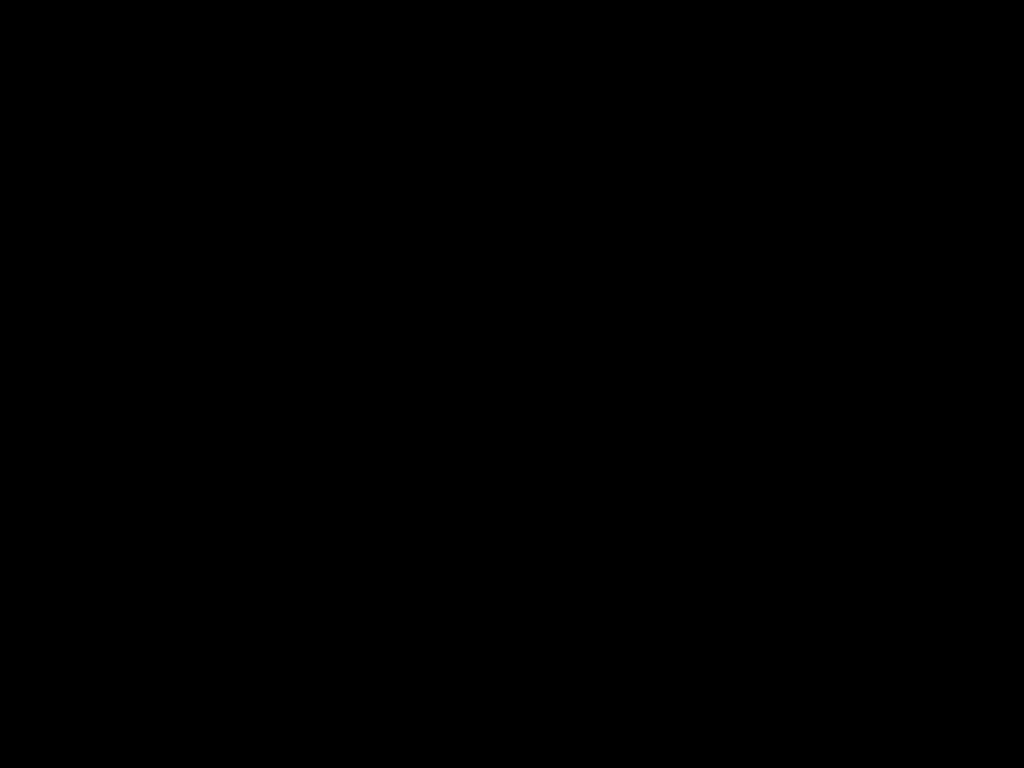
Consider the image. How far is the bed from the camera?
0.3 meters

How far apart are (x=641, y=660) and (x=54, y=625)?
0.55m

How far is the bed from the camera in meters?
0.3

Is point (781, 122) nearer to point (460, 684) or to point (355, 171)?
point (355, 171)

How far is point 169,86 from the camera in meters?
0.3 m

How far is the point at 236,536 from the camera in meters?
1.1
